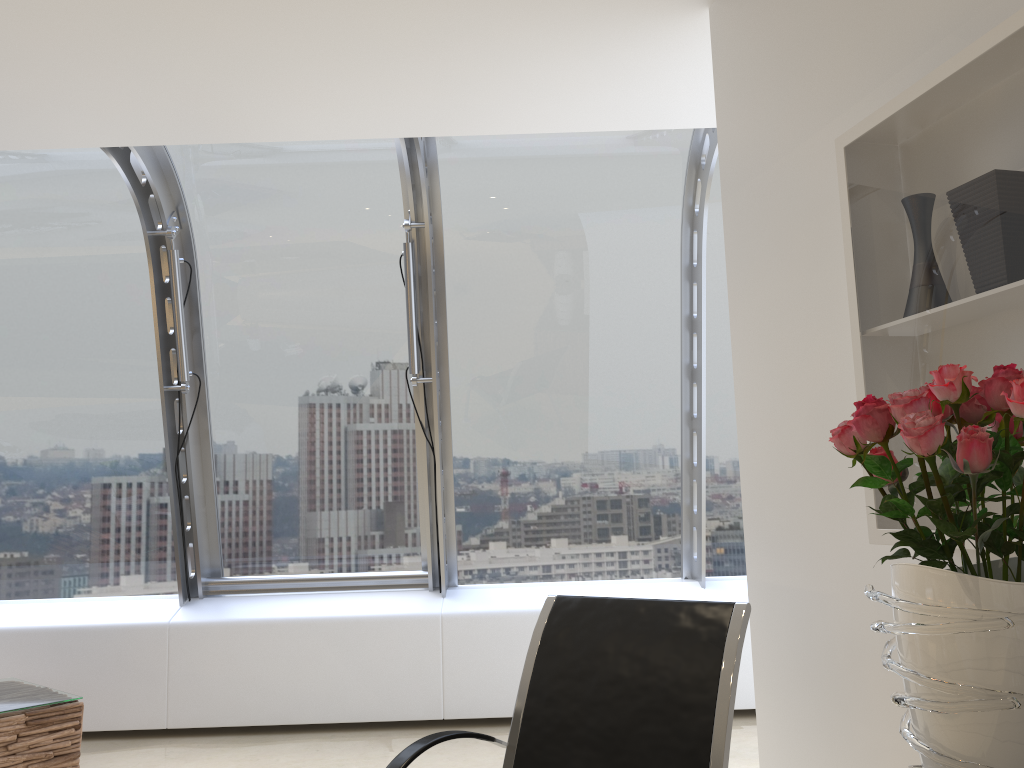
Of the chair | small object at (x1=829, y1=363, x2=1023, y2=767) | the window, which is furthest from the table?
small object at (x1=829, y1=363, x2=1023, y2=767)

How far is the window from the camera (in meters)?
4.99

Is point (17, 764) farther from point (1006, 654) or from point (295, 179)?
point (1006, 654)

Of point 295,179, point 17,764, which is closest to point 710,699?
point 17,764

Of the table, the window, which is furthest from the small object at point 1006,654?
the table

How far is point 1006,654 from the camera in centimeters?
109cm

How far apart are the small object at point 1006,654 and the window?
3.5 meters

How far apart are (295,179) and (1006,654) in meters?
4.6 m

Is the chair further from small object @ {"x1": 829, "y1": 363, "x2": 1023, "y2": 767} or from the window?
the window

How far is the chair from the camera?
2.16m
